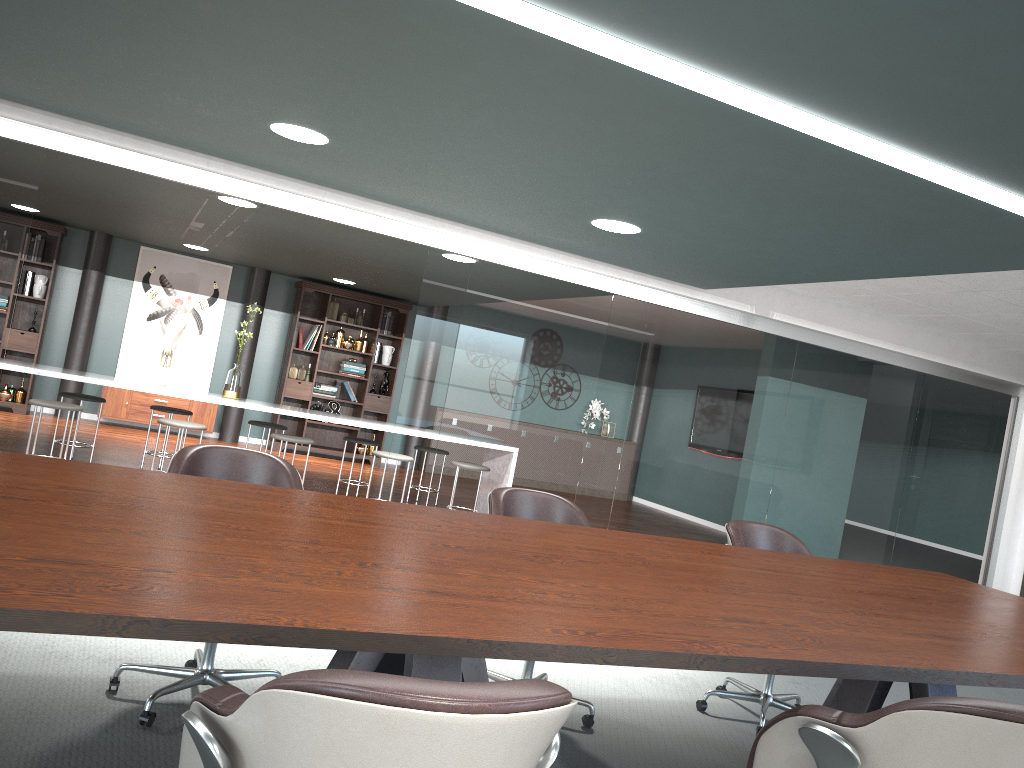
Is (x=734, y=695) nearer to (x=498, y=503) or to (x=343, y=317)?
(x=498, y=503)

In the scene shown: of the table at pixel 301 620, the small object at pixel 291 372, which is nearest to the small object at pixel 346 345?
the small object at pixel 291 372

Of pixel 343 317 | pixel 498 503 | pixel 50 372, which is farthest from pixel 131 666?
pixel 343 317

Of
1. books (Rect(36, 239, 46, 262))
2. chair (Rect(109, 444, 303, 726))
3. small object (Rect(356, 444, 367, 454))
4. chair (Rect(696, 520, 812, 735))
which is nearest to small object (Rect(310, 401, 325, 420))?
small object (Rect(356, 444, 367, 454))

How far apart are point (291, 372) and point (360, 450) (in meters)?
1.24

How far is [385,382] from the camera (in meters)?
10.73

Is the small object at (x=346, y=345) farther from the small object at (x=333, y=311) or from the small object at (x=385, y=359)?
the small object at (x=385, y=359)

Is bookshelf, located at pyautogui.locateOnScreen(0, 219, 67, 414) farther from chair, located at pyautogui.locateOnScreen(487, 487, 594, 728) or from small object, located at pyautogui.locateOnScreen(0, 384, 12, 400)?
chair, located at pyautogui.locateOnScreen(487, 487, 594, 728)

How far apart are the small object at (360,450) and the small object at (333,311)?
1.6 meters

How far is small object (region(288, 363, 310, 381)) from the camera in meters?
10.3
